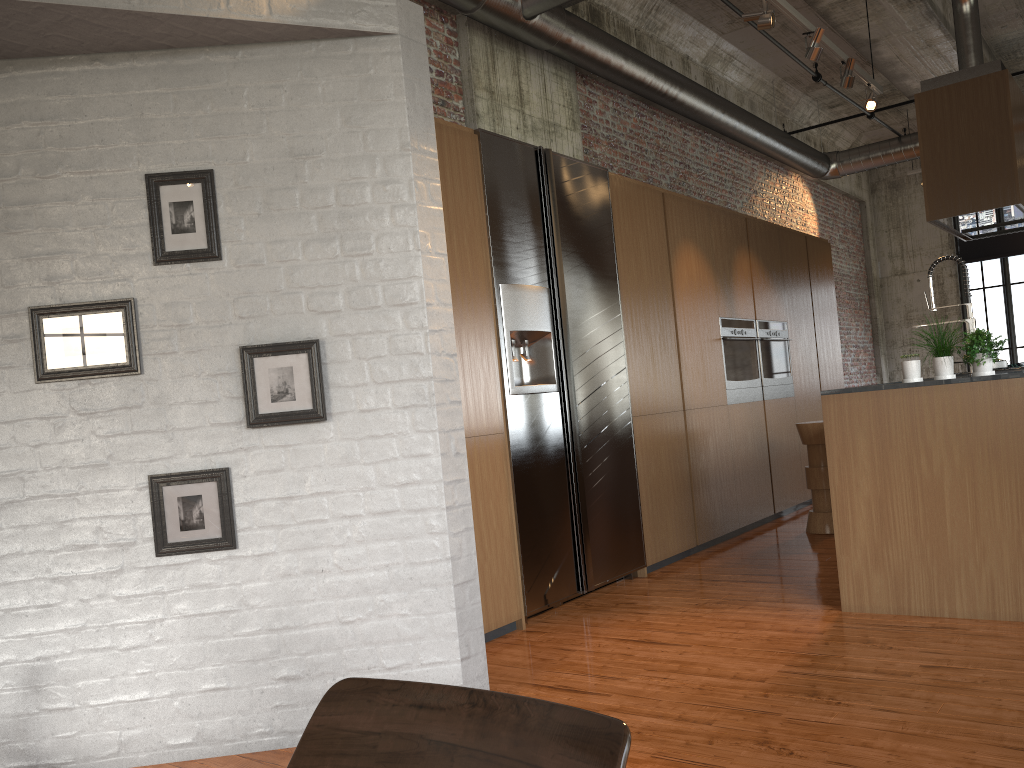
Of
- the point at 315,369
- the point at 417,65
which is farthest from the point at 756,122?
the point at 315,369

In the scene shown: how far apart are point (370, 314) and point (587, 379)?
2.6 meters

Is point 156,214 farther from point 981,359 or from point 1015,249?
point 1015,249

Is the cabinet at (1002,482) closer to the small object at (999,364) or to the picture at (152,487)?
the picture at (152,487)

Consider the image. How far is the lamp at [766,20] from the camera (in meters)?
5.71

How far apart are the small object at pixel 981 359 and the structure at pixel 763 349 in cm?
401

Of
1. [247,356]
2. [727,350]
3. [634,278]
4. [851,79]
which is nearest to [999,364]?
[727,350]

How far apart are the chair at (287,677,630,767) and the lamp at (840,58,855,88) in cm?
673

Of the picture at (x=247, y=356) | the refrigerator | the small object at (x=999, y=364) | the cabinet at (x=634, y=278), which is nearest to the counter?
the refrigerator

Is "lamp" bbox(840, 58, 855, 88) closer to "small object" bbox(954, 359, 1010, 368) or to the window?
"small object" bbox(954, 359, 1010, 368)
